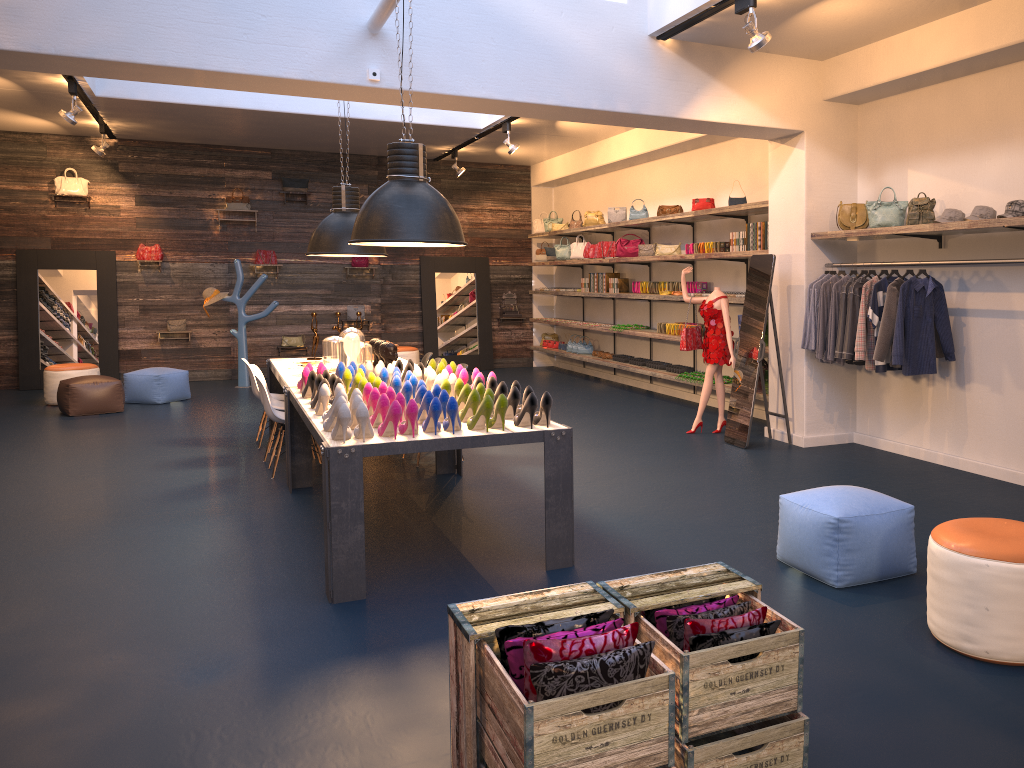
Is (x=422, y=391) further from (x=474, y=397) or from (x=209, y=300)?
(x=209, y=300)

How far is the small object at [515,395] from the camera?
4.9m

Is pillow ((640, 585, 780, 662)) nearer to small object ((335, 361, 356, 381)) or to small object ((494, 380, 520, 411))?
small object ((494, 380, 520, 411))

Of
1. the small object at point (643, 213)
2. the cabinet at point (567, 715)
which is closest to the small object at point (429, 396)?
the cabinet at point (567, 715)

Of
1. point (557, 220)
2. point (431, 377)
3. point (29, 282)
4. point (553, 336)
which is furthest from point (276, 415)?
point (553, 336)

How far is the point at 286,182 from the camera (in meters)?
13.75

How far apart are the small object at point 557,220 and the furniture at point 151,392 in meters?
6.1

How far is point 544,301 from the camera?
15.5 meters

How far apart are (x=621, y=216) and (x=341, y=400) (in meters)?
7.92

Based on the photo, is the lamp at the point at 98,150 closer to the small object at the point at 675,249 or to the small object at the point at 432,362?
the small object at the point at 675,249
